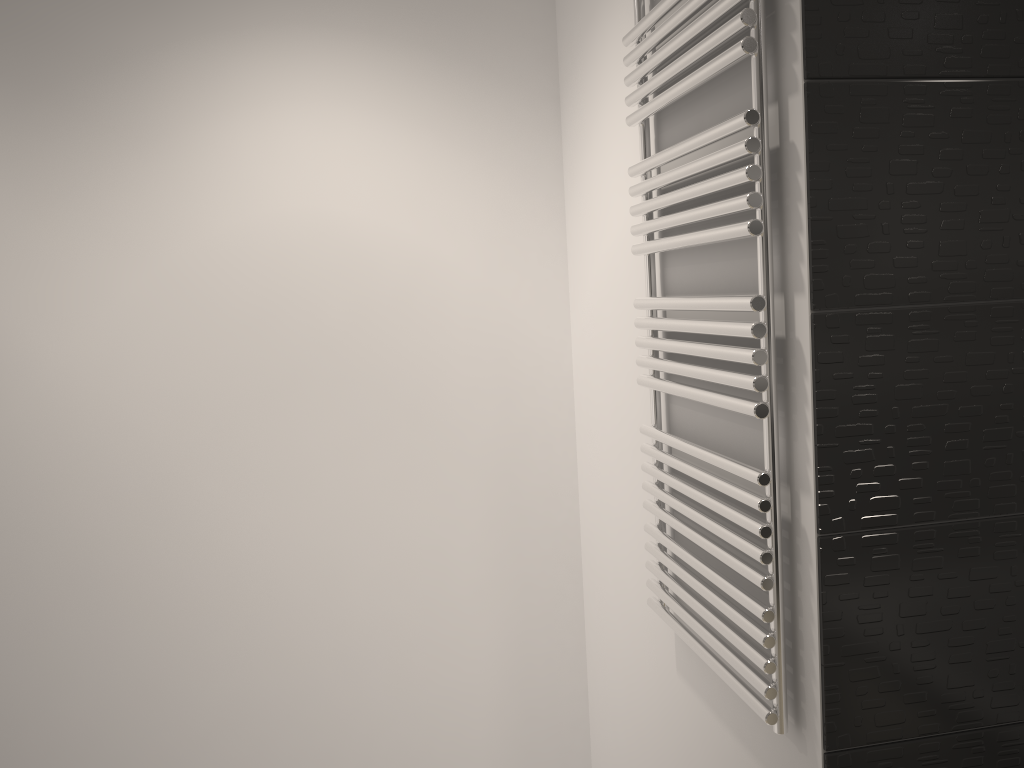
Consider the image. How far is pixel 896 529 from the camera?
1.1 meters

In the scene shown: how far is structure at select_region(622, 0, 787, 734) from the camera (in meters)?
1.13

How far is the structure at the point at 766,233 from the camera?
1.1m

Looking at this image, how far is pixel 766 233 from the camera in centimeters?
113cm

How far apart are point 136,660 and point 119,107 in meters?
1.3 m
